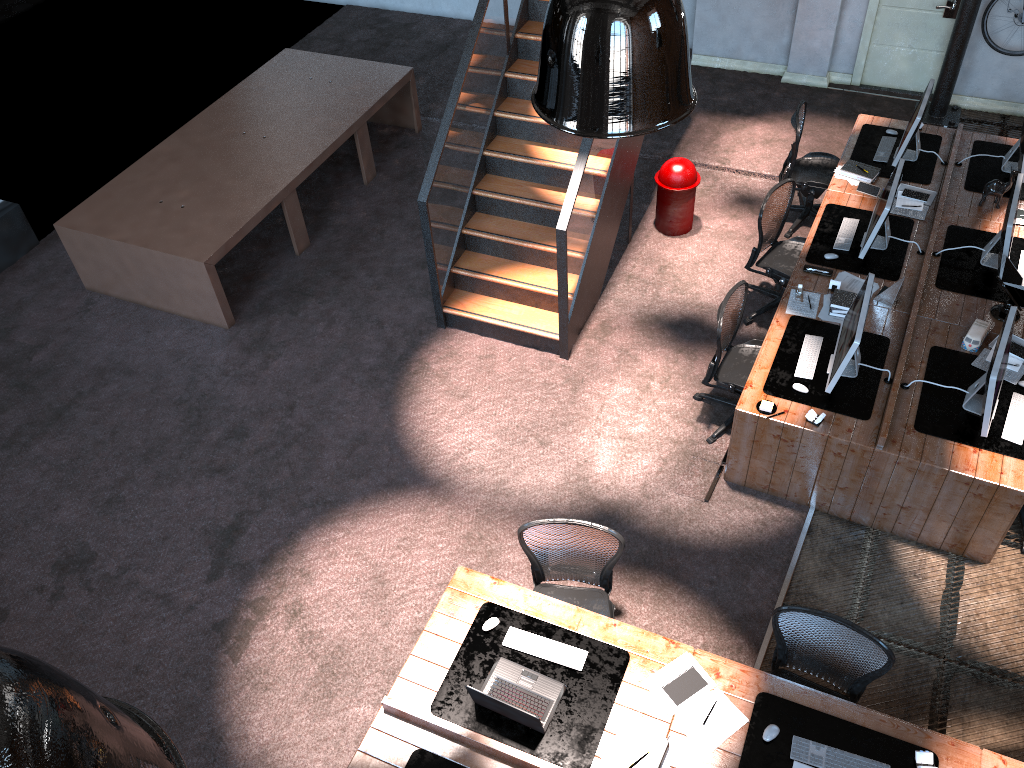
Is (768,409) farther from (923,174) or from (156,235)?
(156,235)

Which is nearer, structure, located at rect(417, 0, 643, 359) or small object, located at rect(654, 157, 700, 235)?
structure, located at rect(417, 0, 643, 359)

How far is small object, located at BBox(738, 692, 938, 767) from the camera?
4.2 meters

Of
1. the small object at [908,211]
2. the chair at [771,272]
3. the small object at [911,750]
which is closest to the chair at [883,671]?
the small object at [911,750]

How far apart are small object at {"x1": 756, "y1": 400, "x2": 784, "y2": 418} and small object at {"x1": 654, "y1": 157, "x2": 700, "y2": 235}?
2.9 meters

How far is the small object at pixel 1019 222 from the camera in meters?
7.0 m

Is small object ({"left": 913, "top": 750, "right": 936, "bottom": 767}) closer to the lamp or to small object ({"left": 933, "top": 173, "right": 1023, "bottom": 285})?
the lamp

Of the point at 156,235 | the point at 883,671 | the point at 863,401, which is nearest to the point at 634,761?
the point at 883,671

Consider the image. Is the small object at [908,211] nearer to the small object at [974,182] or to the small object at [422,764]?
the small object at [974,182]

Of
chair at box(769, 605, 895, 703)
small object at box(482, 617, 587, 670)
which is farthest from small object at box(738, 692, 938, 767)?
small object at box(482, 617, 587, 670)
